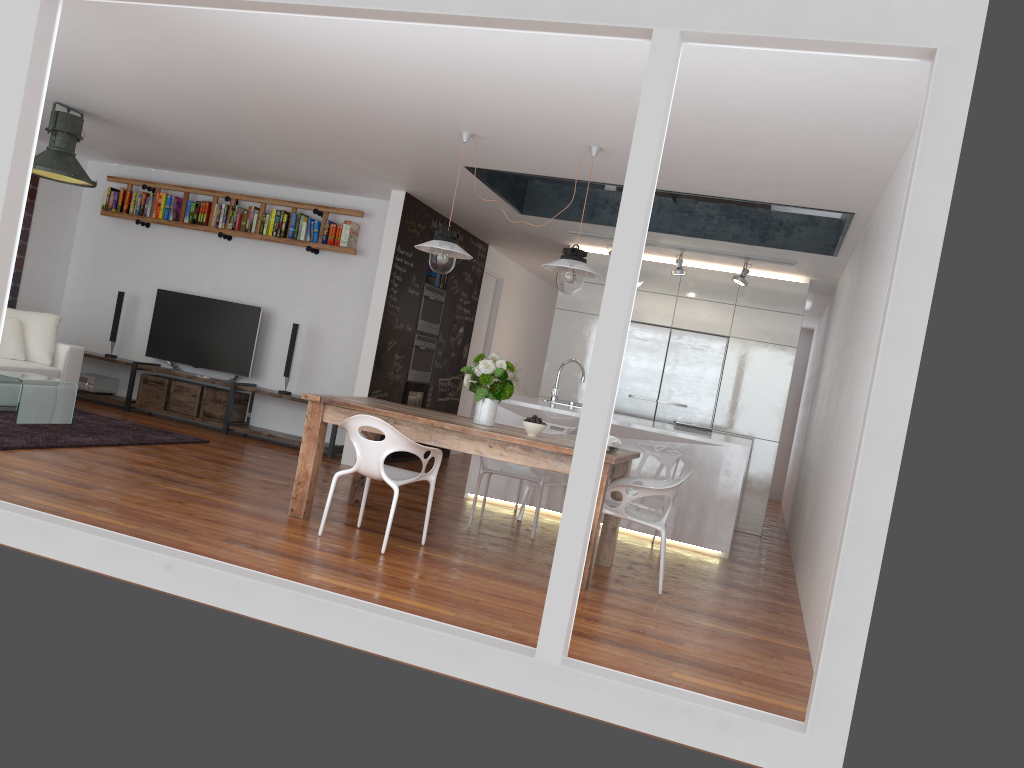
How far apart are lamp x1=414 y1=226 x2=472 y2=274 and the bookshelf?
3.00m

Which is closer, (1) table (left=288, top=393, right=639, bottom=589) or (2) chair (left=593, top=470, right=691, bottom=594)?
(1) table (left=288, top=393, right=639, bottom=589)

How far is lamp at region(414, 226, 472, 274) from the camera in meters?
5.4

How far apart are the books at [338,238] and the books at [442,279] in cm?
105

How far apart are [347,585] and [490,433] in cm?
129

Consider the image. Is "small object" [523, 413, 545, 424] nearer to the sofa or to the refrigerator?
the refrigerator

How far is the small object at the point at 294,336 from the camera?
8.48m

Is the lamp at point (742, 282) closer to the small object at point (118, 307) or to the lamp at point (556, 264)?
the lamp at point (556, 264)

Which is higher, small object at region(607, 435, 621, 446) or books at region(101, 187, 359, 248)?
books at region(101, 187, 359, 248)

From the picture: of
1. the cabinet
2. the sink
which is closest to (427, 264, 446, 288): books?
the cabinet
